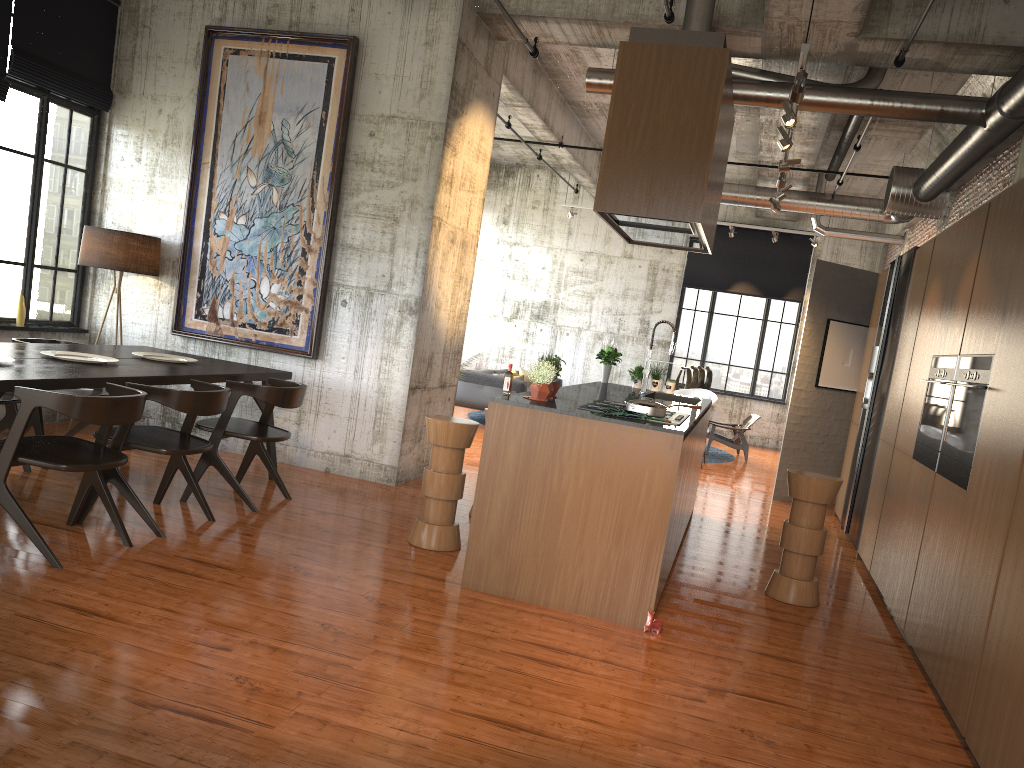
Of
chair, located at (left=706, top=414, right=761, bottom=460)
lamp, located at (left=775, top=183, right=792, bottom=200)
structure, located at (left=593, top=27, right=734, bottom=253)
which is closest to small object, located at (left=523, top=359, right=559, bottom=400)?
structure, located at (left=593, top=27, right=734, bottom=253)

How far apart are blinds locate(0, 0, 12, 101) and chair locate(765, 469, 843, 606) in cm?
758

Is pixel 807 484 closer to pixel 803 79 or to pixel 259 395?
pixel 803 79

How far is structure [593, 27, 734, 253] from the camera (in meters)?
5.33

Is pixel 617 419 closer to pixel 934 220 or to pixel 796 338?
pixel 934 220

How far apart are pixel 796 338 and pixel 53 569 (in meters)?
16.00

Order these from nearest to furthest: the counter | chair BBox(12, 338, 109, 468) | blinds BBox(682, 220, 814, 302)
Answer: the counter → chair BBox(12, 338, 109, 468) → blinds BBox(682, 220, 814, 302)

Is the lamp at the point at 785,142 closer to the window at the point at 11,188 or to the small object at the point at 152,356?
the small object at the point at 152,356

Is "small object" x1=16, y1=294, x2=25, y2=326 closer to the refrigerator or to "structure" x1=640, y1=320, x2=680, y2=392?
"structure" x1=640, y1=320, x2=680, y2=392

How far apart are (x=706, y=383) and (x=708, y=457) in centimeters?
358cm
